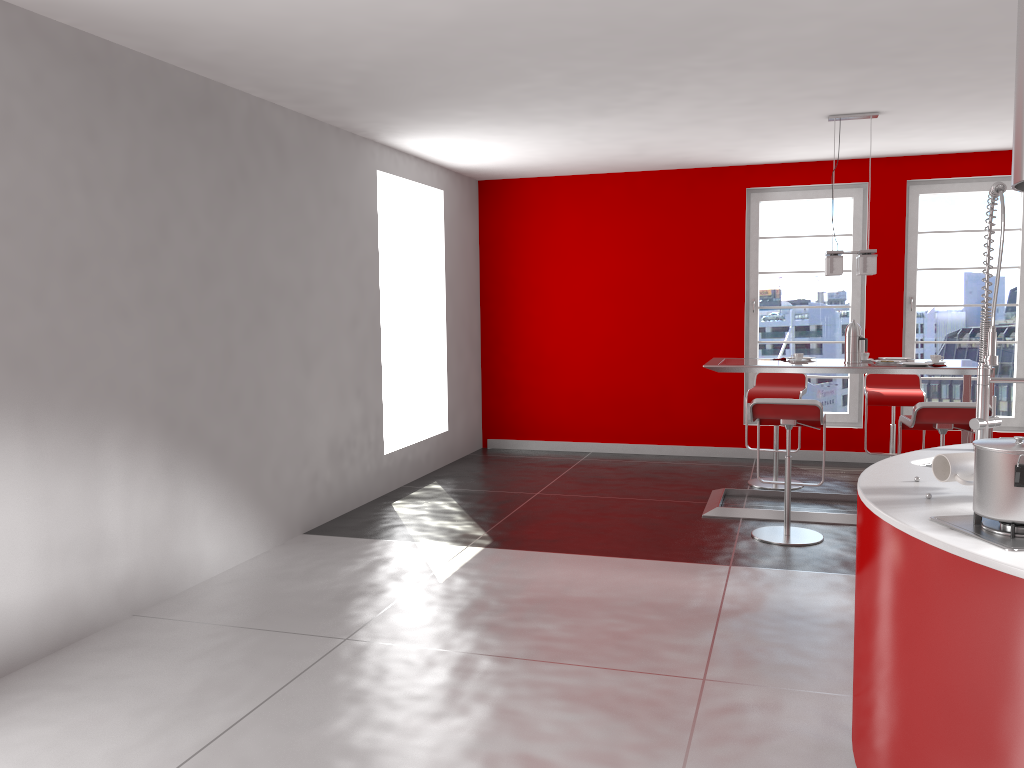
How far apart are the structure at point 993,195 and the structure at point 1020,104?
1.1m

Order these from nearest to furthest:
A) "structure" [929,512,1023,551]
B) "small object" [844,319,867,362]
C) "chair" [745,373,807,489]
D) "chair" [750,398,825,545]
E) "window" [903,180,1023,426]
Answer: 1. "structure" [929,512,1023,551]
2. "chair" [750,398,825,545]
3. "small object" [844,319,867,362]
4. "chair" [745,373,807,489]
5. "window" [903,180,1023,426]

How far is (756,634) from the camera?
3.8 meters

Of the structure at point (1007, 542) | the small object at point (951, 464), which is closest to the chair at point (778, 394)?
the small object at point (951, 464)

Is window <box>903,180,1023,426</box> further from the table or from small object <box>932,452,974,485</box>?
small object <box>932,452,974,485</box>

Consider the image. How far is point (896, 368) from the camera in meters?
→ 5.4

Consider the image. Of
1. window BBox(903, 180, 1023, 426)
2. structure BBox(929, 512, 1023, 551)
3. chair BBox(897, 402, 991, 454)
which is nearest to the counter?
structure BBox(929, 512, 1023, 551)

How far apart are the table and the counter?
2.3m

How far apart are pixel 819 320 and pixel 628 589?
4.4m

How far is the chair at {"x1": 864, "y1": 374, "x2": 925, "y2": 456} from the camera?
6.37m
